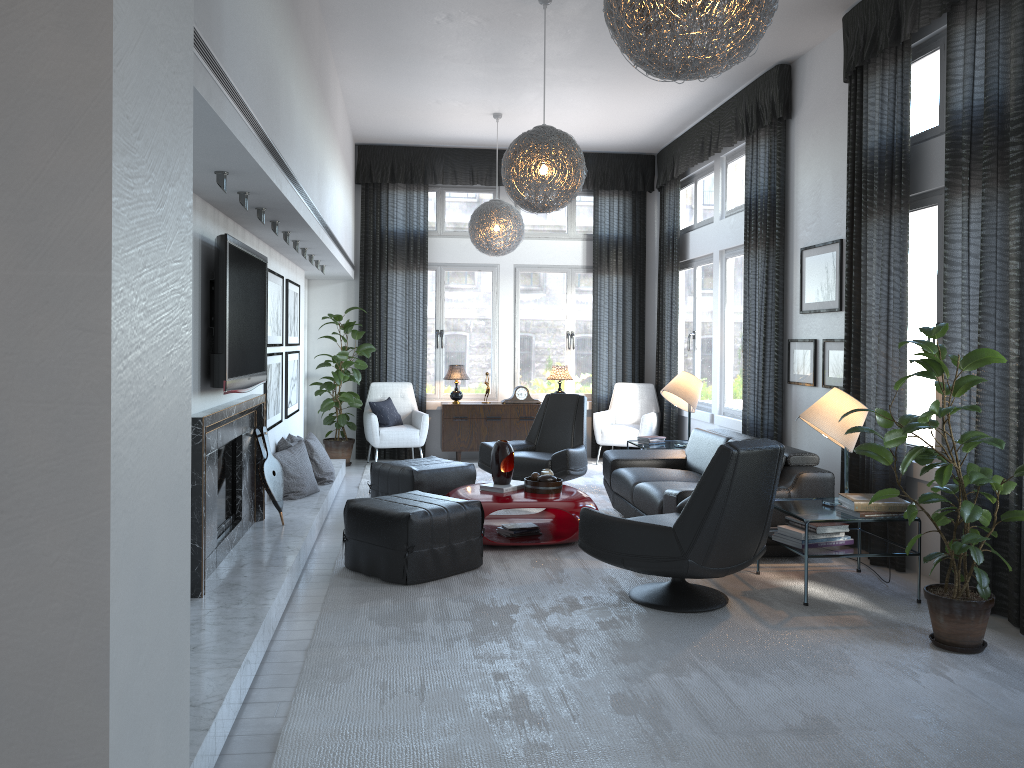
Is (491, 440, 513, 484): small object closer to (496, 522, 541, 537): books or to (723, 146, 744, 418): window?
(496, 522, 541, 537): books

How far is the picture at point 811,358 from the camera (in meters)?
6.11

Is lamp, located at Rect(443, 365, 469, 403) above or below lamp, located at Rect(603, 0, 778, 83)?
below

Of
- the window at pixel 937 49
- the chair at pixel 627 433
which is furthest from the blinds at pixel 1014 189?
the chair at pixel 627 433

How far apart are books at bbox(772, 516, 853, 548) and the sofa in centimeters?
43cm

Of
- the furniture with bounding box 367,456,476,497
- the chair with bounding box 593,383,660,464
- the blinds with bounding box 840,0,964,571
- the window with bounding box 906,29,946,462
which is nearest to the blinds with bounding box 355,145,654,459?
the chair with bounding box 593,383,660,464

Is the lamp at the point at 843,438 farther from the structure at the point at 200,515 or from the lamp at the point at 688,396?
the structure at the point at 200,515

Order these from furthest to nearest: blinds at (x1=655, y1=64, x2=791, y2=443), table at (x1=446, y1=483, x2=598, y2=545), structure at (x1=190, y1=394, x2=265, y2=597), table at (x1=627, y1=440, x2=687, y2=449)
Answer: table at (x1=627, y1=440, x2=687, y2=449) → blinds at (x1=655, y1=64, x2=791, y2=443) → table at (x1=446, y1=483, x2=598, y2=545) → structure at (x1=190, y1=394, x2=265, y2=597)

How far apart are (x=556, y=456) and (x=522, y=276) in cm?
334

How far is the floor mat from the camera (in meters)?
2.74
